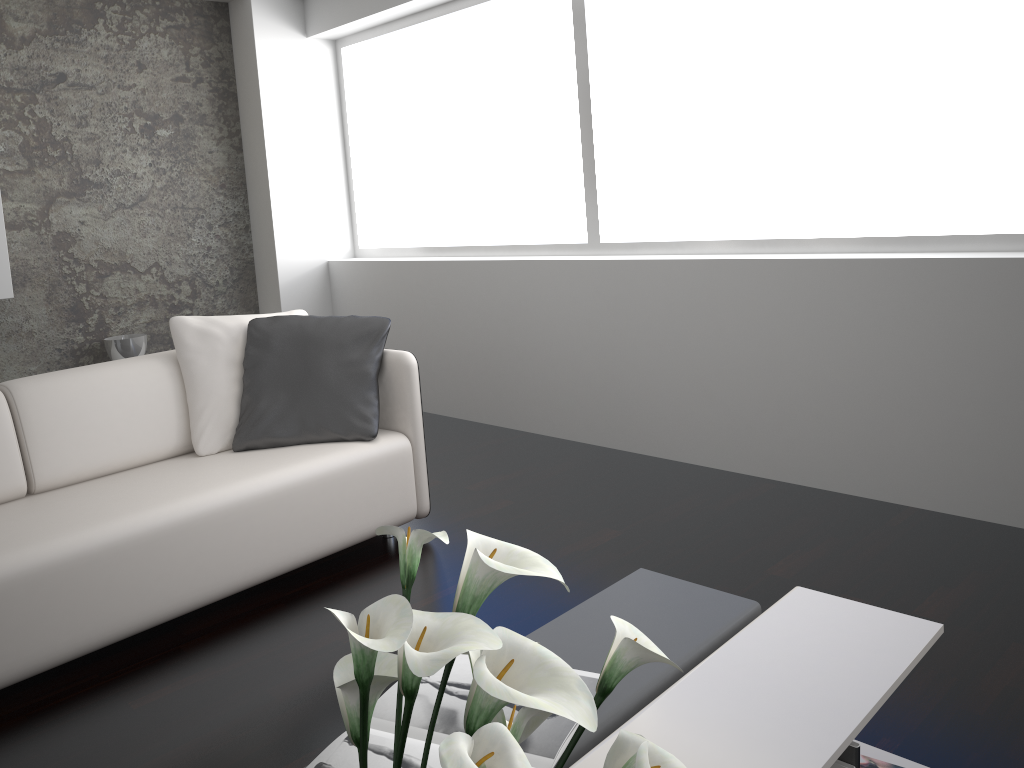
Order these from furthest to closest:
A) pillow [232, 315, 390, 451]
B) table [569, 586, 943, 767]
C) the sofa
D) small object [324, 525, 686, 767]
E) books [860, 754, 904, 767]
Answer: pillow [232, 315, 390, 451] → the sofa → books [860, 754, 904, 767] → table [569, 586, 943, 767] → small object [324, 525, 686, 767]

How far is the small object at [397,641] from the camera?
0.8m

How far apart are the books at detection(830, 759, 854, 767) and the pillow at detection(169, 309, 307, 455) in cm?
230

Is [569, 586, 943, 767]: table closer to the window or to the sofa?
the sofa

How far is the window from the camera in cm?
315

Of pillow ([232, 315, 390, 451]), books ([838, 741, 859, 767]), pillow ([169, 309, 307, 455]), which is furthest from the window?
books ([838, 741, 859, 767])

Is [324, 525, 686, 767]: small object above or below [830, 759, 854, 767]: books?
above

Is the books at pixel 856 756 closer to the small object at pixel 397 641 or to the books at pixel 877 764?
the books at pixel 877 764

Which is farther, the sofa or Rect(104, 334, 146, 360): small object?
Rect(104, 334, 146, 360): small object

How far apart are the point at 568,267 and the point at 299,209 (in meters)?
2.09
